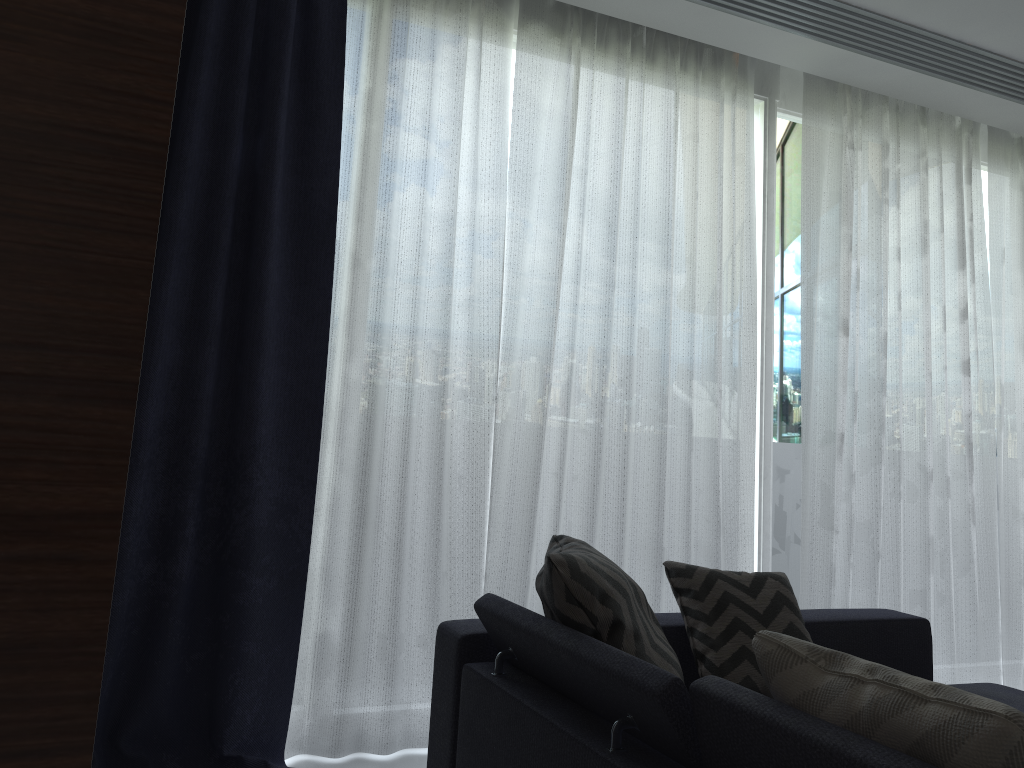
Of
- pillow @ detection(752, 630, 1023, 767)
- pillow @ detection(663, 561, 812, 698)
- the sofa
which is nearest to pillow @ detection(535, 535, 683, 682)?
the sofa

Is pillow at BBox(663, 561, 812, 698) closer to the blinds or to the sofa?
the sofa

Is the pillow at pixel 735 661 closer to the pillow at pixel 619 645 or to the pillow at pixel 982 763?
the pillow at pixel 619 645

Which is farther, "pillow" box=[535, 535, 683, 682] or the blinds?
the blinds

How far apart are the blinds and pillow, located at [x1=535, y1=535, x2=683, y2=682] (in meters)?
0.58

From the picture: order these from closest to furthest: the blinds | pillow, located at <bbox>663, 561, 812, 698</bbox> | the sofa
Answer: the sofa, pillow, located at <bbox>663, 561, 812, 698</bbox>, the blinds

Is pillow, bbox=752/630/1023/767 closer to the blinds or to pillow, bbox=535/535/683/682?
pillow, bbox=535/535/683/682

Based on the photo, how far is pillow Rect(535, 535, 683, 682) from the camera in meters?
1.9 m

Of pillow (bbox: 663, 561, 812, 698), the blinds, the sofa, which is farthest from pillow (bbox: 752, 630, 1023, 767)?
the blinds

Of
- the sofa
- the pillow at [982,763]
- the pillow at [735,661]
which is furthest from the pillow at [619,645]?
the pillow at [982,763]
